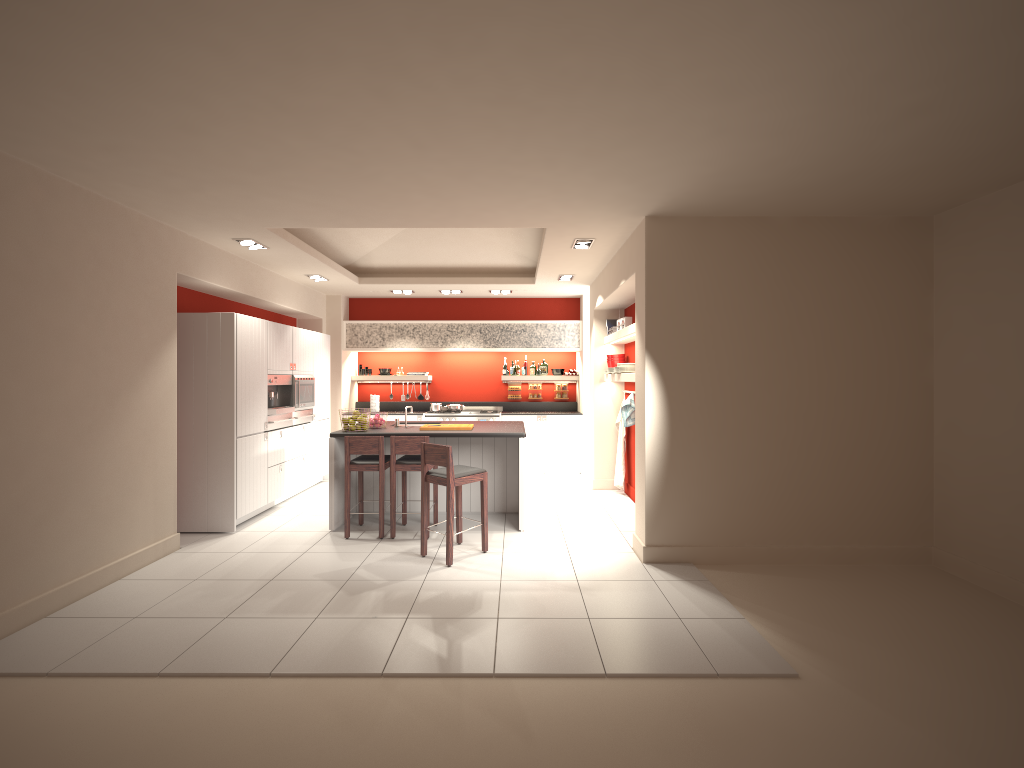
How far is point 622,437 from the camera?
6.7 meters

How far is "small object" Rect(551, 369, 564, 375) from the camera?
8.6 meters

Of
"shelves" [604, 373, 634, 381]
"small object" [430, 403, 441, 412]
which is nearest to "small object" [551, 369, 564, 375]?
"small object" [430, 403, 441, 412]

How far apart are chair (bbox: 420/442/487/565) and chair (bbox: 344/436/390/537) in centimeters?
49cm

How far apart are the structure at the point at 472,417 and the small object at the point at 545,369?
0.6m

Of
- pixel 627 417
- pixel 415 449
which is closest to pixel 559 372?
pixel 627 417

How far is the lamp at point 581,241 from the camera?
5.04m

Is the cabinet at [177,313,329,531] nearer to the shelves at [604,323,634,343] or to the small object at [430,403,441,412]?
the small object at [430,403,441,412]

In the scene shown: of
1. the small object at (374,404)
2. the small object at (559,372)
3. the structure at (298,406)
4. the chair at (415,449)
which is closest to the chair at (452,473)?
the chair at (415,449)

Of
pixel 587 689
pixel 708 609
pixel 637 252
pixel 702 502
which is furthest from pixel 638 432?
pixel 587 689
